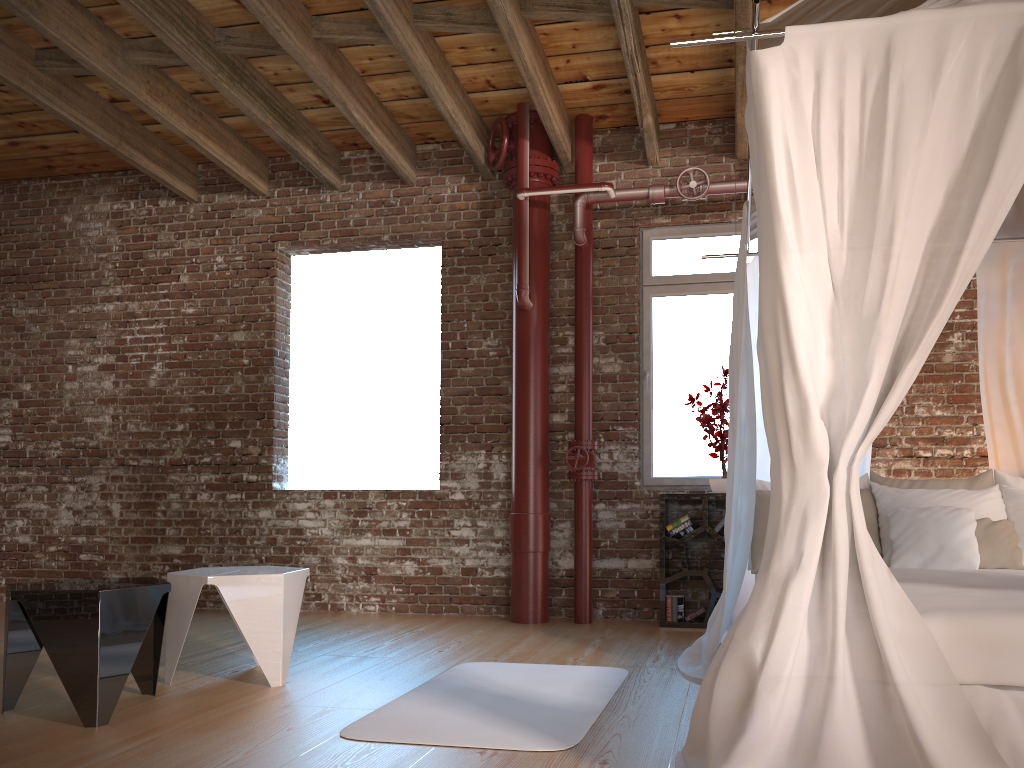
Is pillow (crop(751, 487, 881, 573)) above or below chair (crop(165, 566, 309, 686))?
above

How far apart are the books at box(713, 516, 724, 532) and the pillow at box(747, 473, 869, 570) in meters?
1.1 m

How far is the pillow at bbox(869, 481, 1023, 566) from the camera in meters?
4.0

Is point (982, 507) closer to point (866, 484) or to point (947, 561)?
point (947, 561)

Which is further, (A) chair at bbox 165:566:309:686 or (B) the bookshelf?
(B) the bookshelf

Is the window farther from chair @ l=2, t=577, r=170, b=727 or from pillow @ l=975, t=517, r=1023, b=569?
chair @ l=2, t=577, r=170, b=727

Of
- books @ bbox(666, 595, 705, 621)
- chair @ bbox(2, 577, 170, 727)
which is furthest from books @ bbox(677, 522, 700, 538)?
chair @ bbox(2, 577, 170, 727)

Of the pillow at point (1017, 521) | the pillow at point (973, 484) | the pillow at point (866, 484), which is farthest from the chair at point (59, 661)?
the pillow at point (1017, 521)

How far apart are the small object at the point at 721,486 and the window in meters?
0.2 m

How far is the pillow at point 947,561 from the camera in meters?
3.8
